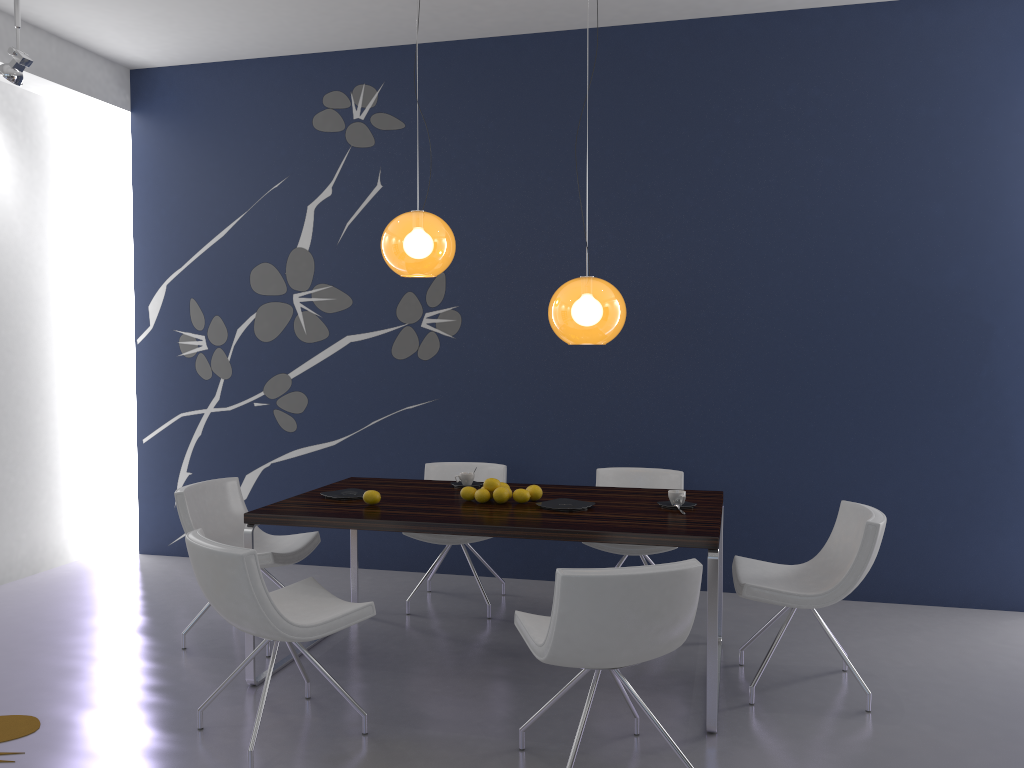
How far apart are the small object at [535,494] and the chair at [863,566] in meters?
1.0

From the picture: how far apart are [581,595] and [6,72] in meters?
4.4

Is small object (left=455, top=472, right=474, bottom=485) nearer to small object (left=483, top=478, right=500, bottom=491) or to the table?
the table

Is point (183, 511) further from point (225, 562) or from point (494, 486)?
point (494, 486)

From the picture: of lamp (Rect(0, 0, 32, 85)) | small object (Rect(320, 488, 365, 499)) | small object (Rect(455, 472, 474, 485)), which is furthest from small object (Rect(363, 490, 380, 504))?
lamp (Rect(0, 0, 32, 85))

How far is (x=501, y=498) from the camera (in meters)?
4.10

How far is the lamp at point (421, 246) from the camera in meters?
4.1 m

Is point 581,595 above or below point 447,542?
above

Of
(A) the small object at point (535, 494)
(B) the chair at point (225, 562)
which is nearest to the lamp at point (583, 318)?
(A) the small object at point (535, 494)

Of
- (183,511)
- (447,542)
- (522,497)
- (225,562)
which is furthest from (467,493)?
(183,511)
